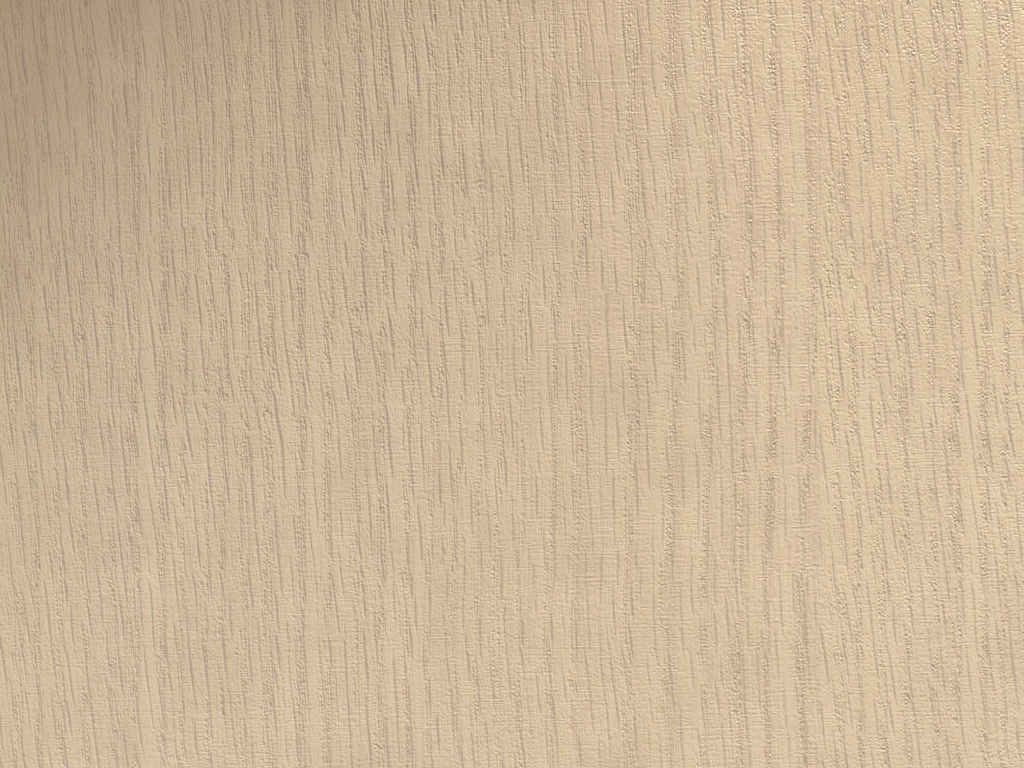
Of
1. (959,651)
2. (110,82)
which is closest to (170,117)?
(110,82)

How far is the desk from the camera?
0.1 meters

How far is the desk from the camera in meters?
0.1

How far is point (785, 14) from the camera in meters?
0.1
